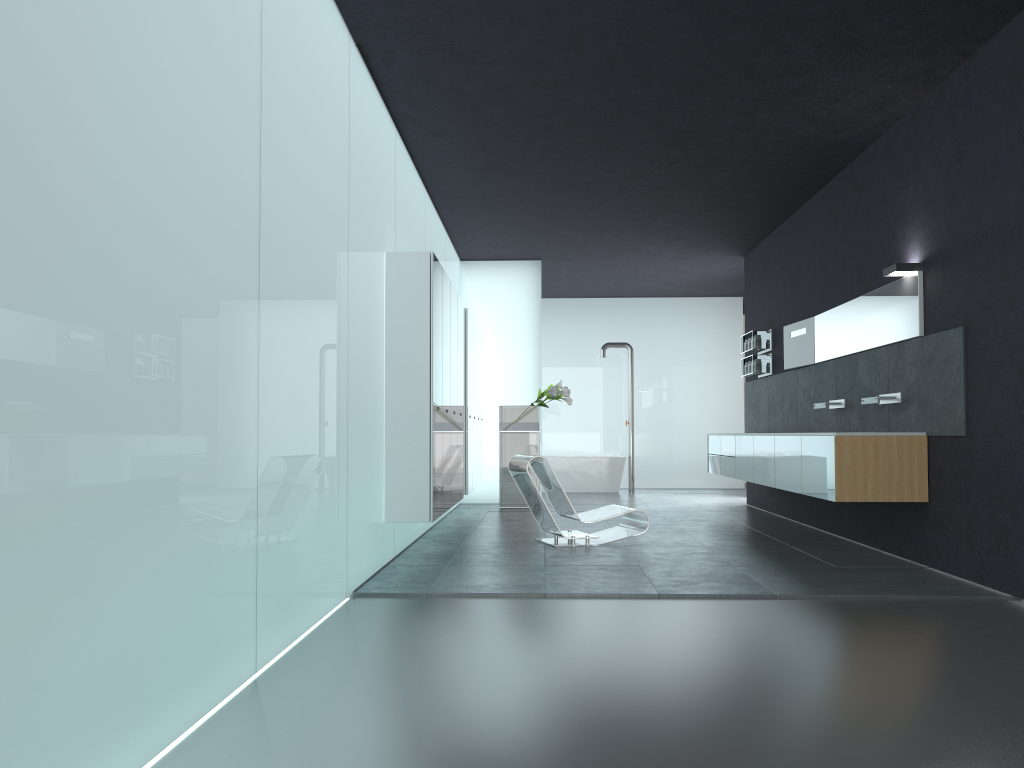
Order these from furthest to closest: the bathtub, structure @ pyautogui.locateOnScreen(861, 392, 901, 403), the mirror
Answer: the bathtub
structure @ pyautogui.locateOnScreen(861, 392, 901, 403)
the mirror

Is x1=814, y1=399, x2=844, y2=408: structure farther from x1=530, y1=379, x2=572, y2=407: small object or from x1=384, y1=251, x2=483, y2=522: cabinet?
x1=530, y1=379, x2=572, y2=407: small object

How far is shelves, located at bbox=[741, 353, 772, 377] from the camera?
12.0m

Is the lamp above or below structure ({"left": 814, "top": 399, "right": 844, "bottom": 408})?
above

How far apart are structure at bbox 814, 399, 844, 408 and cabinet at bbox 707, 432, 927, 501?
0.7m

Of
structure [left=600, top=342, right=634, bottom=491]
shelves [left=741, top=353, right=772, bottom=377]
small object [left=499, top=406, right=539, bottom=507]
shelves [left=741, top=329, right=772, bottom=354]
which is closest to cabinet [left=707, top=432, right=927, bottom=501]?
shelves [left=741, top=353, right=772, bottom=377]

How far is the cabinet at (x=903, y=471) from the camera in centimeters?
708cm

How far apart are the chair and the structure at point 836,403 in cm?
228

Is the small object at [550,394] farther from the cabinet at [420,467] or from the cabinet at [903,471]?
the cabinet at [903,471]

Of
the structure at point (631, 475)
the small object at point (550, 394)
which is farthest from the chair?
the structure at point (631, 475)
